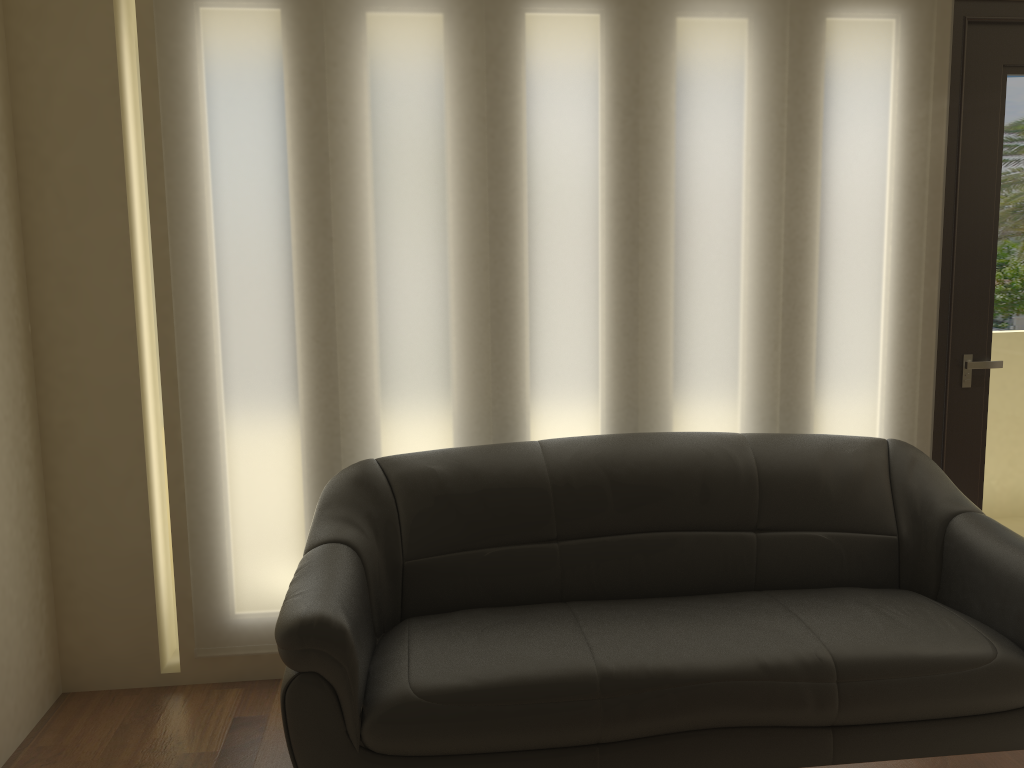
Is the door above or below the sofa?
above

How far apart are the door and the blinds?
0.0m

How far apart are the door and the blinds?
0.0m

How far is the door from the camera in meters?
3.3

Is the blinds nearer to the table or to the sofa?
the sofa

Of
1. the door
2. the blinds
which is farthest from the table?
the door

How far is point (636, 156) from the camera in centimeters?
319cm

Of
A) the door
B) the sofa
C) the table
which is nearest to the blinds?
the door

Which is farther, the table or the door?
the door

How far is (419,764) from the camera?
2.3m
